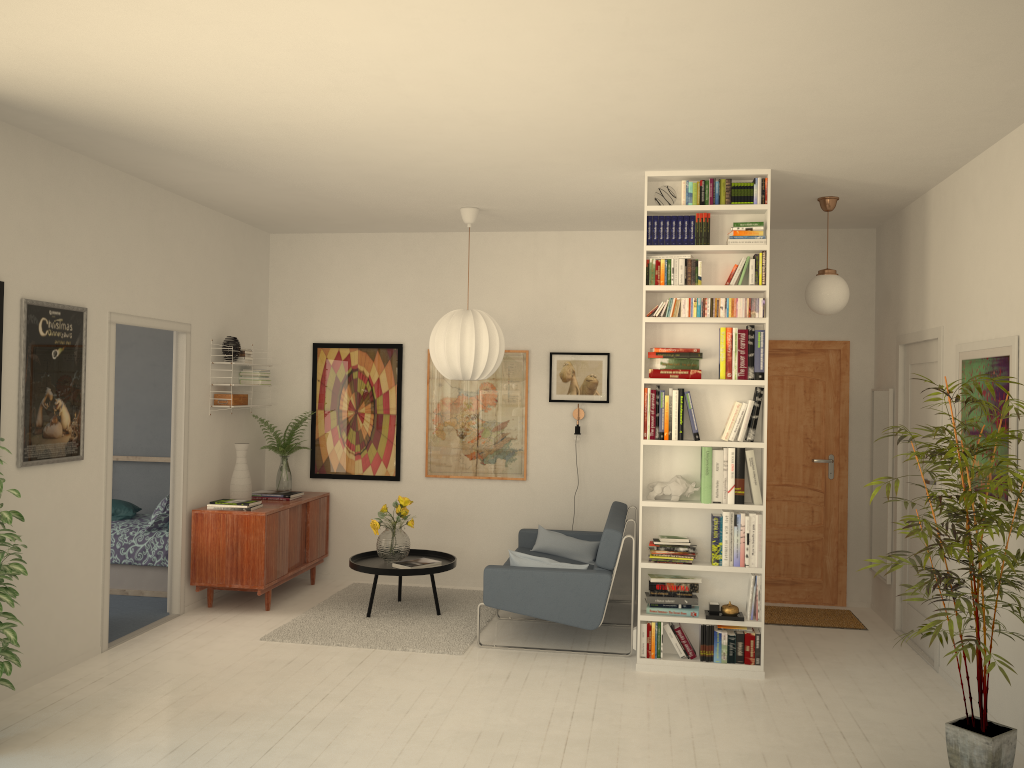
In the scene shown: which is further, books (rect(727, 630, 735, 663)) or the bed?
the bed

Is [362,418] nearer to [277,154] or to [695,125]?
[277,154]

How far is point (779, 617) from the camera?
6.39m

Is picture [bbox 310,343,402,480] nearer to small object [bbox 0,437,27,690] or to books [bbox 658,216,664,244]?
books [bbox 658,216,664,244]

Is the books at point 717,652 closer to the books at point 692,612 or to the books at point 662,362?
the books at point 692,612

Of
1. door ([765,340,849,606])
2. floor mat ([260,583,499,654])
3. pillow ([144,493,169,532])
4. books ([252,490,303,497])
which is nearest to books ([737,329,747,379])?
door ([765,340,849,606])

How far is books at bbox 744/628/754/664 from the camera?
5.1m

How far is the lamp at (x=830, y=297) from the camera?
5.6m

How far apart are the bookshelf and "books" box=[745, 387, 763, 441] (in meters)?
0.04

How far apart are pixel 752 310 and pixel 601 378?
2.2 meters
